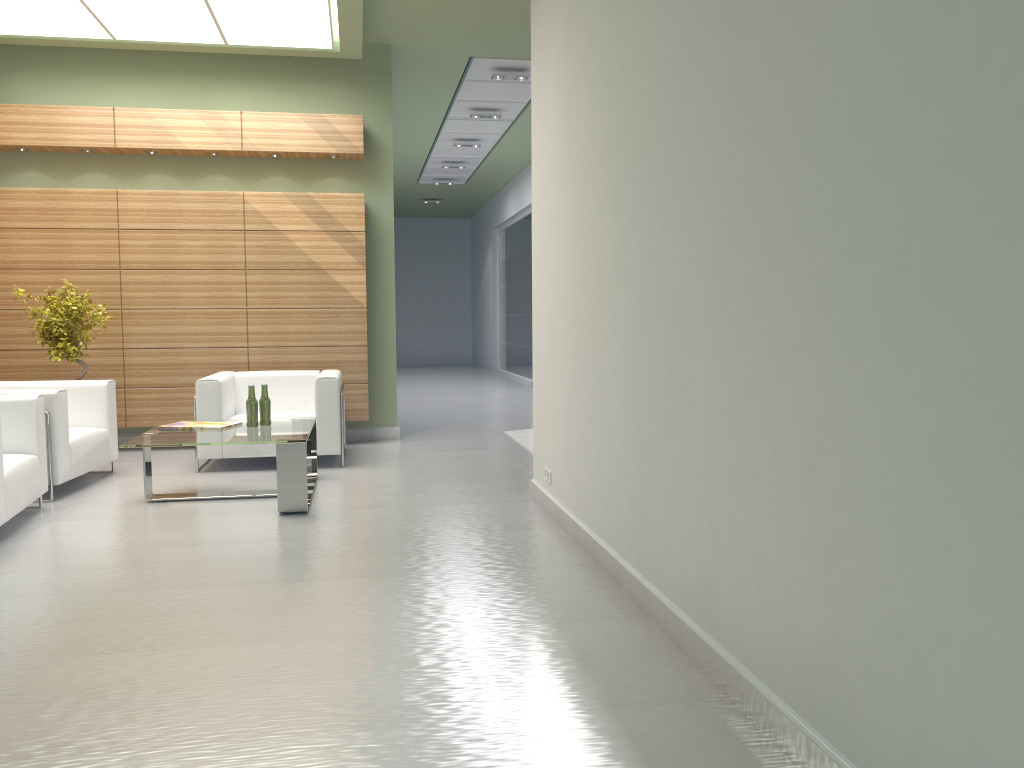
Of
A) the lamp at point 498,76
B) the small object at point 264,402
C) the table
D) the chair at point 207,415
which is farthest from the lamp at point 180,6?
the table

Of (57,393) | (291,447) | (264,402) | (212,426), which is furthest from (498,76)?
(57,393)

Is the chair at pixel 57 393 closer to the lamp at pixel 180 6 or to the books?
the books

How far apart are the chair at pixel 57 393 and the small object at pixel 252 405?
2.0m

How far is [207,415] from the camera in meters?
11.4

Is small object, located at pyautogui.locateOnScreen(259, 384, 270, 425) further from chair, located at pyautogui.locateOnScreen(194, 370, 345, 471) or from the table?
chair, located at pyautogui.locateOnScreen(194, 370, 345, 471)

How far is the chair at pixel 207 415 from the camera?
11.4m

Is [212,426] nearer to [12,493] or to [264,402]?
[264,402]

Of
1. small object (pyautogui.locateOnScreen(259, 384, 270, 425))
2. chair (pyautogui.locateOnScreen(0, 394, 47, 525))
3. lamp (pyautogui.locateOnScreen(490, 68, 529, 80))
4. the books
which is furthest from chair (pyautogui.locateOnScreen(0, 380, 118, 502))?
lamp (pyautogui.locateOnScreen(490, 68, 529, 80))

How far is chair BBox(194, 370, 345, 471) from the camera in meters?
11.4 m
